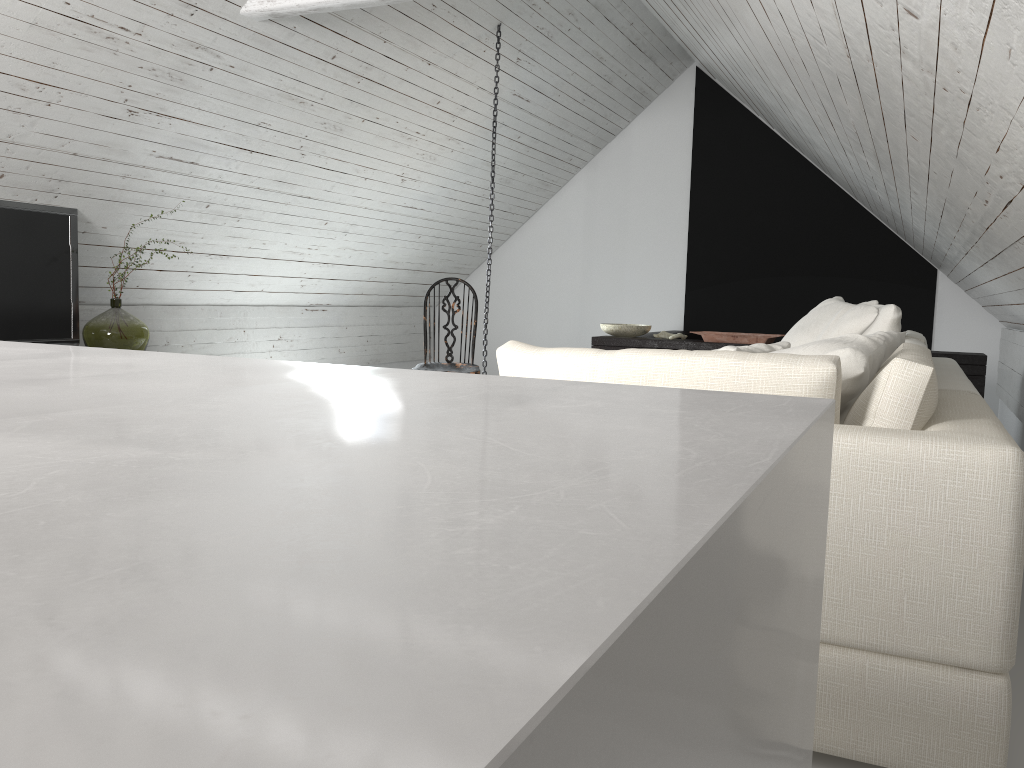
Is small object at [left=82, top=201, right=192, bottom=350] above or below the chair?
above

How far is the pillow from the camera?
1.85m

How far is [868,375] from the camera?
1.9m

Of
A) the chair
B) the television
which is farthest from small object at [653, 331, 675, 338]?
the television

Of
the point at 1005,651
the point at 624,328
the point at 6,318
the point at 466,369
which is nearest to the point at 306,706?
the point at 1005,651

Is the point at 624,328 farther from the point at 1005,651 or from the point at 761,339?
the point at 1005,651

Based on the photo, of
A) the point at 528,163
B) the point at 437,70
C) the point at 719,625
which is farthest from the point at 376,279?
the point at 719,625

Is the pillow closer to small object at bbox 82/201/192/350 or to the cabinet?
the cabinet

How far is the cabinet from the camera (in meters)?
4.80

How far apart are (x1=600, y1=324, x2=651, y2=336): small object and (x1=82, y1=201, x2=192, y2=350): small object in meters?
2.8
